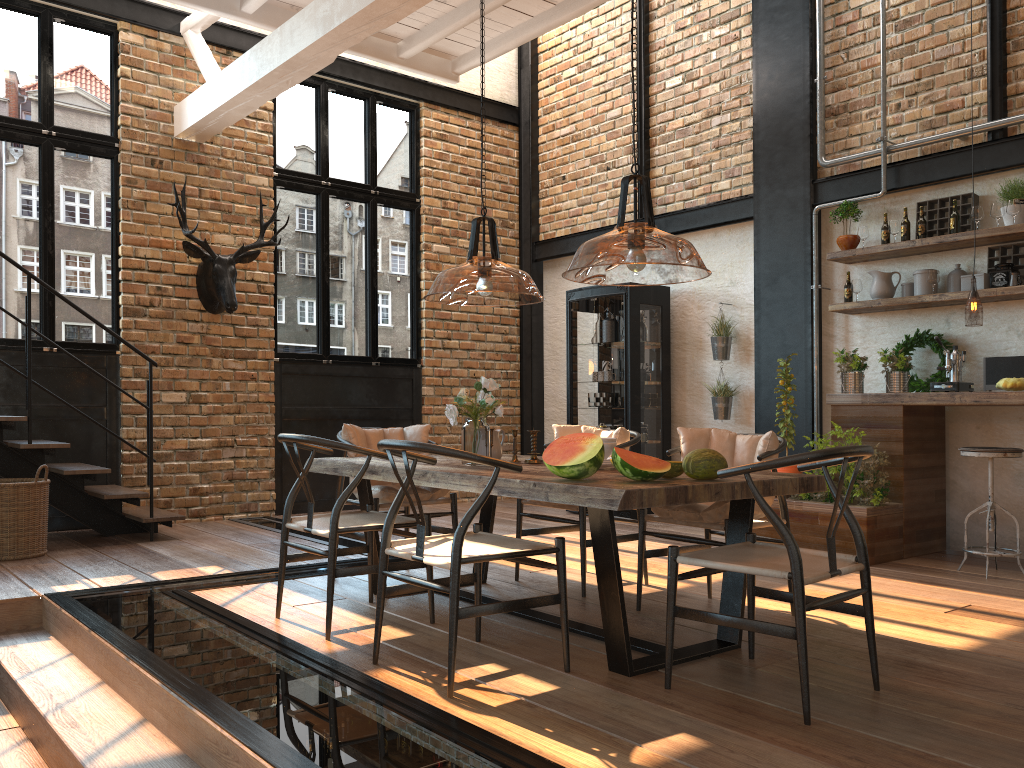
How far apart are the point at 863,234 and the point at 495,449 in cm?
378

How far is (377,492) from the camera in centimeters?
477cm

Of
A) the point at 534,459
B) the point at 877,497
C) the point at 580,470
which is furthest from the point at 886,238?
the point at 580,470

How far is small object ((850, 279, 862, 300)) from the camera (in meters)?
6.59

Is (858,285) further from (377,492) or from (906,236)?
(377,492)

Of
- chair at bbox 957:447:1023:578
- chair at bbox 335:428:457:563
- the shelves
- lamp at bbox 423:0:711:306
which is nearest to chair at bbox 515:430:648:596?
chair at bbox 335:428:457:563

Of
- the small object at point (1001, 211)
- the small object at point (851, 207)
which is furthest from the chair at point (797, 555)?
the small object at point (851, 207)

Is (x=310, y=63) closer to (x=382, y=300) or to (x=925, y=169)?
(x=382, y=300)

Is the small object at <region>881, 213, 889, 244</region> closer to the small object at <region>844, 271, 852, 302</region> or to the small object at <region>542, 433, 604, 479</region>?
the small object at <region>844, 271, 852, 302</region>

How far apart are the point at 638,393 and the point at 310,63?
3.88m
